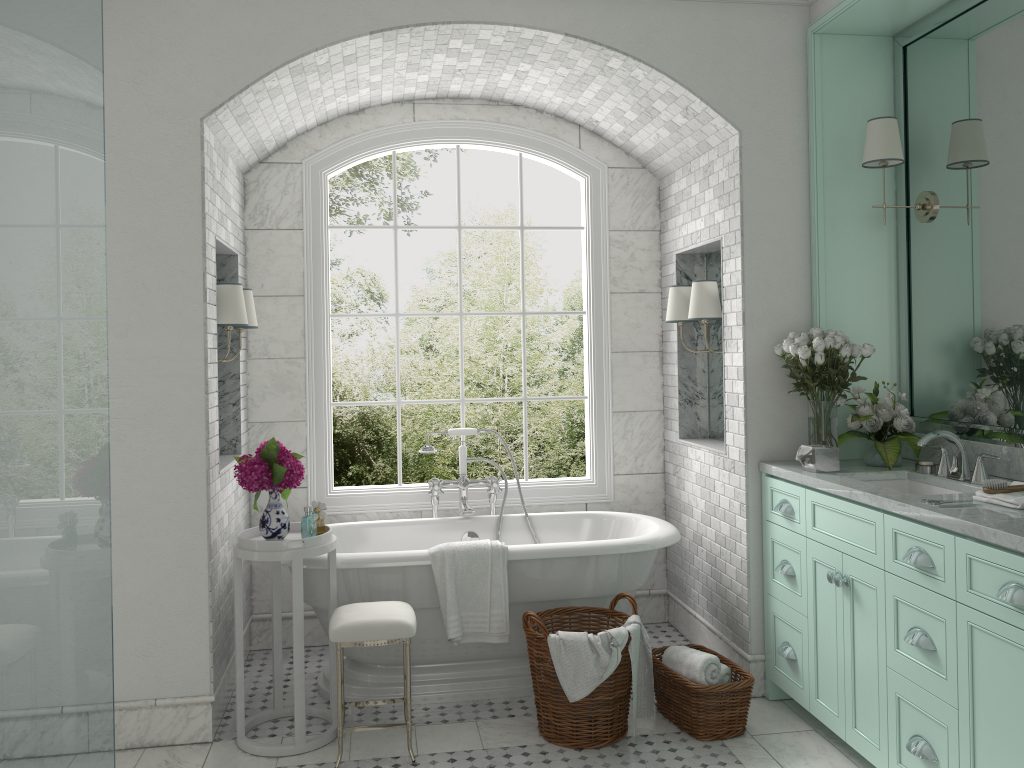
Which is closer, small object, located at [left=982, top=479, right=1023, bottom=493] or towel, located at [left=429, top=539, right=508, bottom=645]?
small object, located at [left=982, top=479, right=1023, bottom=493]

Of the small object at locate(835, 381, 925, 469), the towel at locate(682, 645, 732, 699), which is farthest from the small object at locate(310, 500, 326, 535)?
the small object at locate(835, 381, 925, 469)

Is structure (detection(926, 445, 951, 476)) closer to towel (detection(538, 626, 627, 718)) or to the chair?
towel (detection(538, 626, 627, 718))

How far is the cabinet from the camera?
2.7m

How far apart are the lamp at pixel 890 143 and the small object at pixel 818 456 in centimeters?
117cm

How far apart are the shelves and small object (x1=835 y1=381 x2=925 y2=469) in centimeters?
8cm

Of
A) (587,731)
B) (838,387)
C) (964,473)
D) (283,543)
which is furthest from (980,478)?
(283,543)

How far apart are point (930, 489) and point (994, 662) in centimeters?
118cm

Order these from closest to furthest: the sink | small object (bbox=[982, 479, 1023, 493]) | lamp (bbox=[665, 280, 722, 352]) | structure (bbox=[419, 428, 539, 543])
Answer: small object (bbox=[982, 479, 1023, 493]) < the sink < lamp (bbox=[665, 280, 722, 352]) < structure (bbox=[419, 428, 539, 543])

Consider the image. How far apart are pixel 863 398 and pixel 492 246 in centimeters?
675cm
